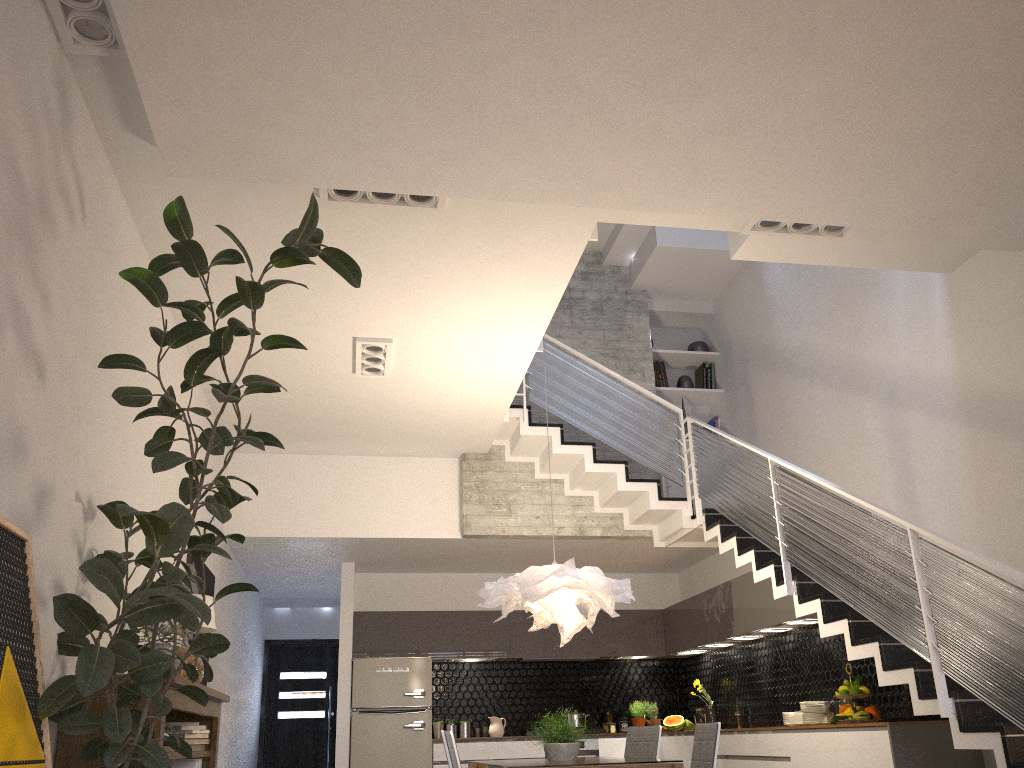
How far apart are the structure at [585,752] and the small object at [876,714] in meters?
3.7

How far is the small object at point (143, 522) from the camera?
2.7m

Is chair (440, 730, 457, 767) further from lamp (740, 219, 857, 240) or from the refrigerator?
the refrigerator

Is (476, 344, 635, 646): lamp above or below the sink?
above

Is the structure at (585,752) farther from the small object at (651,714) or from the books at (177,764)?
the books at (177,764)

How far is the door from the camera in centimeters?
1192cm

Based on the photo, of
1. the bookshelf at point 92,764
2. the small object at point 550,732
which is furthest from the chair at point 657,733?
the bookshelf at point 92,764

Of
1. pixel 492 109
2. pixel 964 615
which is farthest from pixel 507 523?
pixel 492 109

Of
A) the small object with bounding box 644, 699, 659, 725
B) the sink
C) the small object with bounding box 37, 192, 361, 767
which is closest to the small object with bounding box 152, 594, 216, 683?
the small object with bounding box 37, 192, 361, 767

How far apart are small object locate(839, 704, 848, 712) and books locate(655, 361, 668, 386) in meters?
4.2 m
